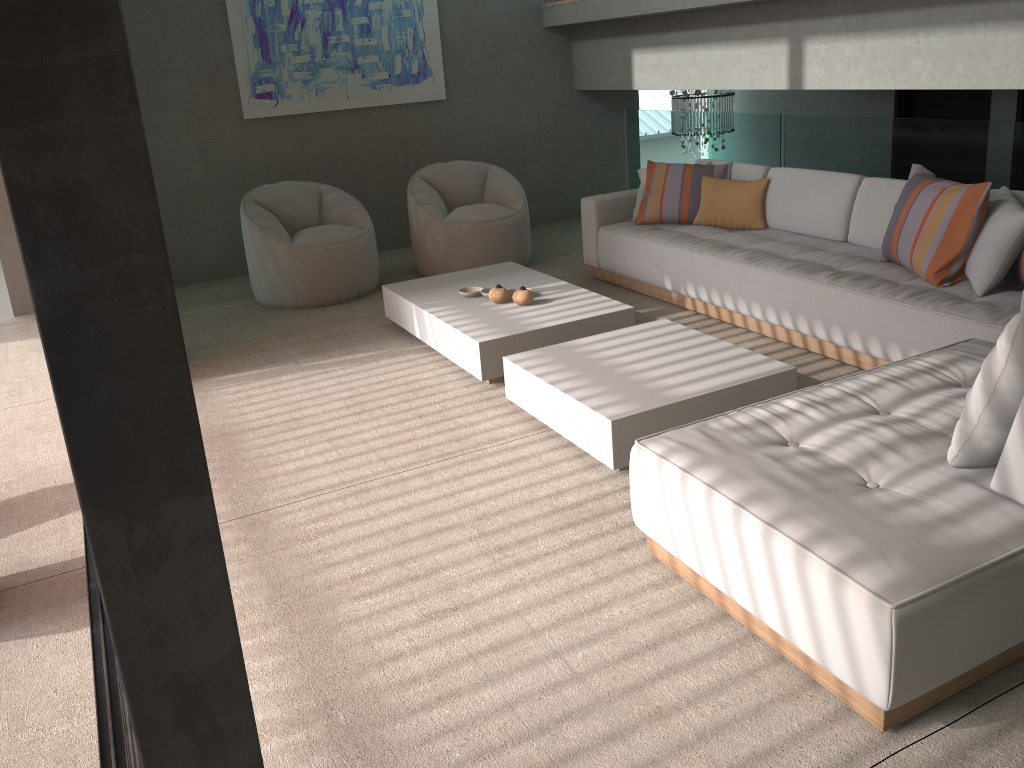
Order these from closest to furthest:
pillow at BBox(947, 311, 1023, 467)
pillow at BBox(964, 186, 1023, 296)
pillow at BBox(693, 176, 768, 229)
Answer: pillow at BBox(947, 311, 1023, 467) < pillow at BBox(964, 186, 1023, 296) < pillow at BBox(693, 176, 768, 229)

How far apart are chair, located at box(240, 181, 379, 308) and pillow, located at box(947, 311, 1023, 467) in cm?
439

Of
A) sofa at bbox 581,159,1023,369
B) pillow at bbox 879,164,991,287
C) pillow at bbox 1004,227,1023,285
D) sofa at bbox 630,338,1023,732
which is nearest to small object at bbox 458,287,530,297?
sofa at bbox 581,159,1023,369

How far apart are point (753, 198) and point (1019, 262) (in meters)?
1.89

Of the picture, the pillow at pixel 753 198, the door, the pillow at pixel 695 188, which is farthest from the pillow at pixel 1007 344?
the picture

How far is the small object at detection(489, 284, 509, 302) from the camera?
4.8m

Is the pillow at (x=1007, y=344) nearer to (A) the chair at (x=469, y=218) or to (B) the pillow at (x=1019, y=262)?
(B) the pillow at (x=1019, y=262)

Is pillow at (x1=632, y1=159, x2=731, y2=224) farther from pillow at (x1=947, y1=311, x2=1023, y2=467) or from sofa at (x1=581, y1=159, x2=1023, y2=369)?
pillow at (x1=947, y1=311, x2=1023, y2=467)

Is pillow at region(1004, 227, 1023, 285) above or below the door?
A: below

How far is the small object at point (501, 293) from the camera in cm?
481
